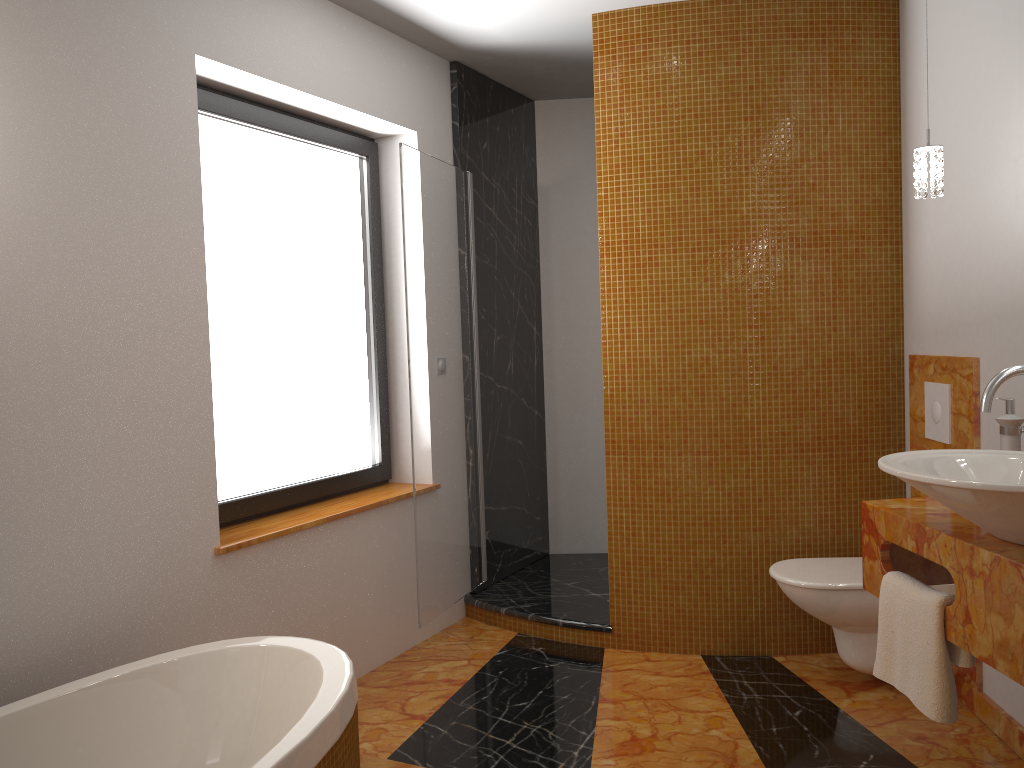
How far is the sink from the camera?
1.67m

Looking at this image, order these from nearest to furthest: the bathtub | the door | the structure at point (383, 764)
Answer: the bathtub
the structure at point (383, 764)
the door

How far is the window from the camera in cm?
301

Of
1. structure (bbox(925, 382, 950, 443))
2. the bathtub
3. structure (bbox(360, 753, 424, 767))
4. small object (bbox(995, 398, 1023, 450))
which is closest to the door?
structure (bbox(360, 753, 424, 767))

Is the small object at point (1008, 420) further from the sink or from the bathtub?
the bathtub

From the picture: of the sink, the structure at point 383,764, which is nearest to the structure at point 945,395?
the sink

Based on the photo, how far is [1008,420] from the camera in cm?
241

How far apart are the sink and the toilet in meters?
1.0

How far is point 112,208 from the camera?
2.4m

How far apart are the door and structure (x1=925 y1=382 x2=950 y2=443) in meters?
1.8
